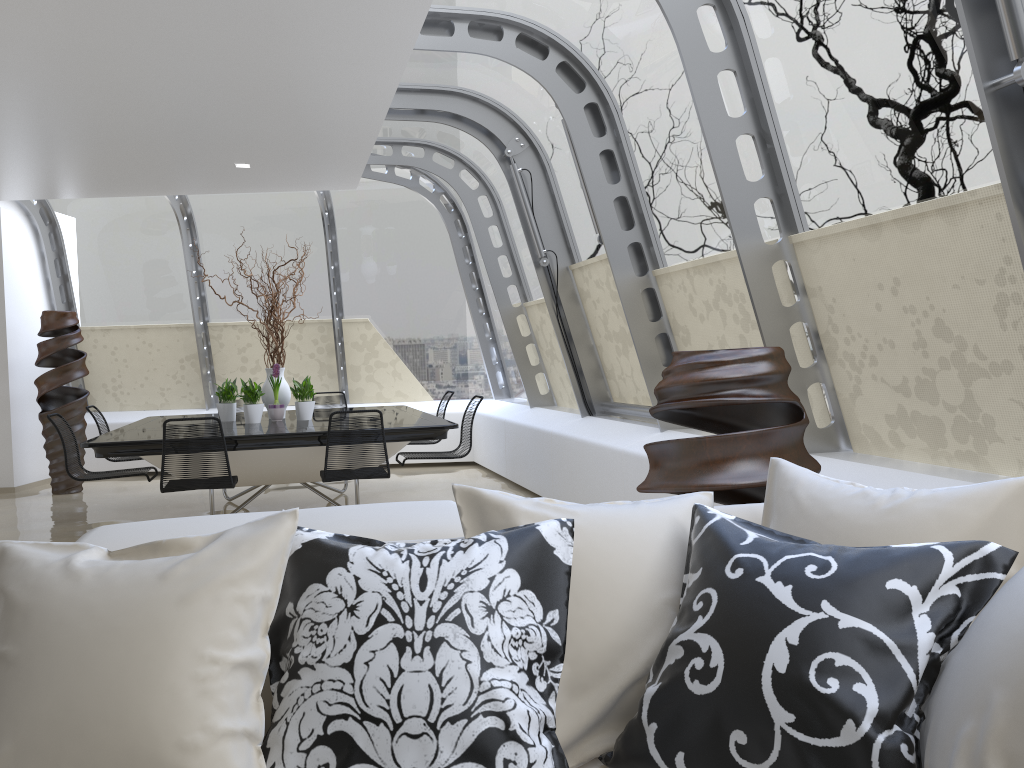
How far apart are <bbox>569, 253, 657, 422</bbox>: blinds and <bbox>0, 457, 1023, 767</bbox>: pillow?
4.10m

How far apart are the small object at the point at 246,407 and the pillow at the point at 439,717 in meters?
5.5 m

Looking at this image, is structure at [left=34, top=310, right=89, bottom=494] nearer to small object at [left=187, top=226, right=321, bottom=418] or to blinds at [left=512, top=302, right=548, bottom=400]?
small object at [left=187, top=226, right=321, bottom=418]

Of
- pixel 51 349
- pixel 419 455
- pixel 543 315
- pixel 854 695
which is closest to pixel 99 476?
pixel 419 455

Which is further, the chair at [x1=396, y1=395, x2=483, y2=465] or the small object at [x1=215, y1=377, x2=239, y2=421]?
the small object at [x1=215, y1=377, x2=239, y2=421]

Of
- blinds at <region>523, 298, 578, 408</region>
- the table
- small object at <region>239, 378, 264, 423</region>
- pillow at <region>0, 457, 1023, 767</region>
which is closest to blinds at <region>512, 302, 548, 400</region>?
blinds at <region>523, 298, 578, 408</region>

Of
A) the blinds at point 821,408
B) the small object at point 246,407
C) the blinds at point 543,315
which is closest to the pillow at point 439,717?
the blinds at point 821,408

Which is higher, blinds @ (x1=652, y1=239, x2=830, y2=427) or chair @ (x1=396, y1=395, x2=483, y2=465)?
blinds @ (x1=652, y1=239, x2=830, y2=427)

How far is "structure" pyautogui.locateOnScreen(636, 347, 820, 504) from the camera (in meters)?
3.05

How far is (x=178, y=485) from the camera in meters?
5.6
